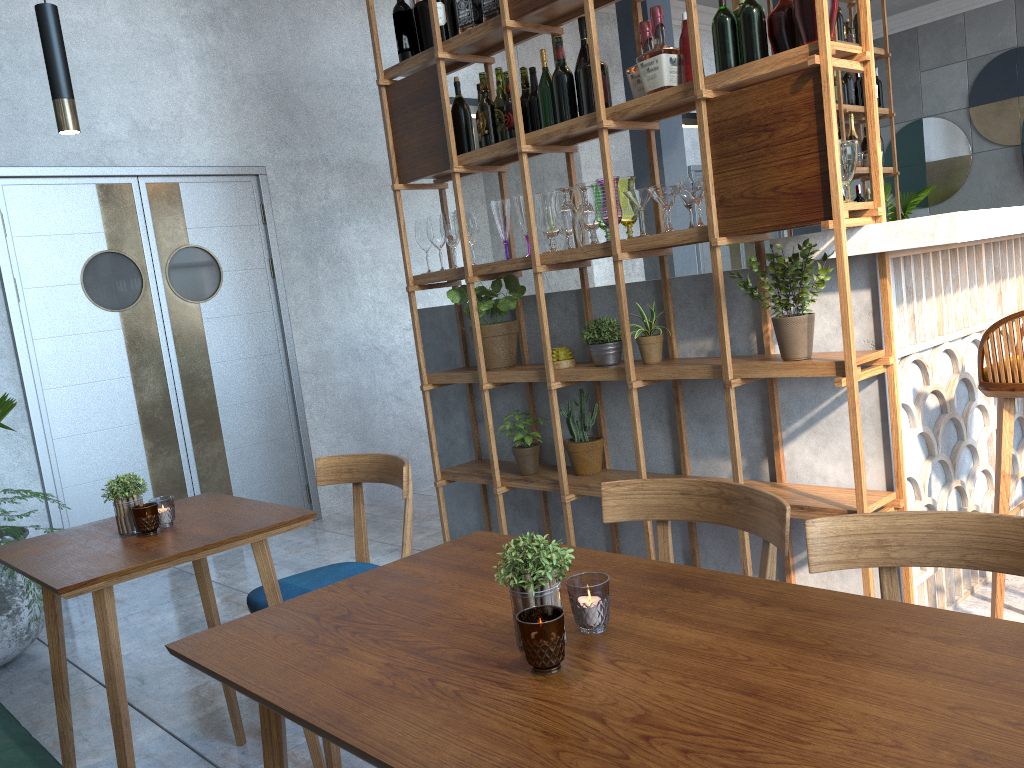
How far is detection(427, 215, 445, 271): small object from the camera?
3.68m

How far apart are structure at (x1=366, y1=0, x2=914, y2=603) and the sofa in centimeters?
187cm

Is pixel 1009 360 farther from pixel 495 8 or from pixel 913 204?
pixel 913 204

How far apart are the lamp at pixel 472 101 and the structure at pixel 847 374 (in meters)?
0.95

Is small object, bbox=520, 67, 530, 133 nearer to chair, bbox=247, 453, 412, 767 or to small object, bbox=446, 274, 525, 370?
small object, bbox=446, 274, 525, 370

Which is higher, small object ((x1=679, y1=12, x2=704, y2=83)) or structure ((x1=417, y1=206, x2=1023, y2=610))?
small object ((x1=679, y1=12, x2=704, y2=83))

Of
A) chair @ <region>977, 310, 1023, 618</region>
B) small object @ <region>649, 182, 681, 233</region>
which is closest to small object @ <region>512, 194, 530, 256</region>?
small object @ <region>649, 182, 681, 233</region>

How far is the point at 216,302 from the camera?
5.0 meters

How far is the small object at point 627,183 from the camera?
3.0 meters

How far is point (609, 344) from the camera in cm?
314
